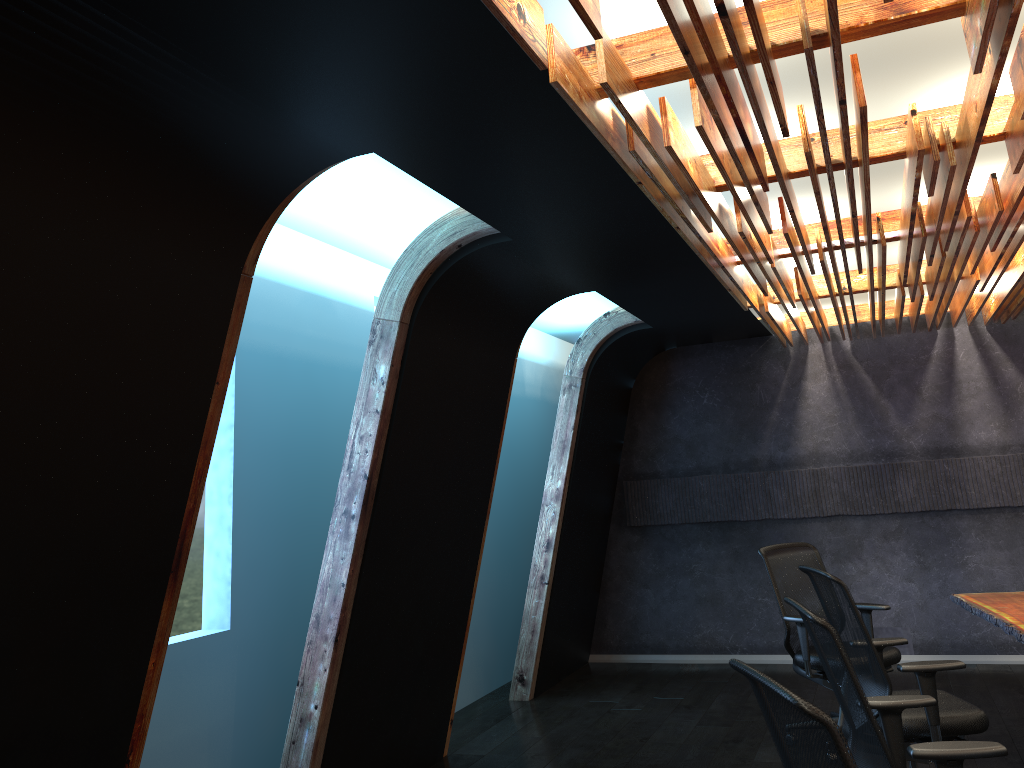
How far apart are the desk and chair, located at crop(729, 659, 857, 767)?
2.92m

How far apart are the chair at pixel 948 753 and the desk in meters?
1.5

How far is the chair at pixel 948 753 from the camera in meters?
2.9

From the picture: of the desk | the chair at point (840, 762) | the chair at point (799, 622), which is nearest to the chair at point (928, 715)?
the desk

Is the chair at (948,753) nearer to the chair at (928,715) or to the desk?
the chair at (928,715)

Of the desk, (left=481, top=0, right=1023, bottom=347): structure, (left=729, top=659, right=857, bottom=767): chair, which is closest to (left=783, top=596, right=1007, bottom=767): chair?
(left=729, top=659, right=857, bottom=767): chair

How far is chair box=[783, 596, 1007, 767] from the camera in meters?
2.9 m

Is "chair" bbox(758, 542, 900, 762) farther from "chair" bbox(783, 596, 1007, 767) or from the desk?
"chair" bbox(783, 596, 1007, 767)

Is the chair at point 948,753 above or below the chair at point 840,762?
below

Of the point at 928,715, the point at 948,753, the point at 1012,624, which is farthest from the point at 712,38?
the point at 1012,624
